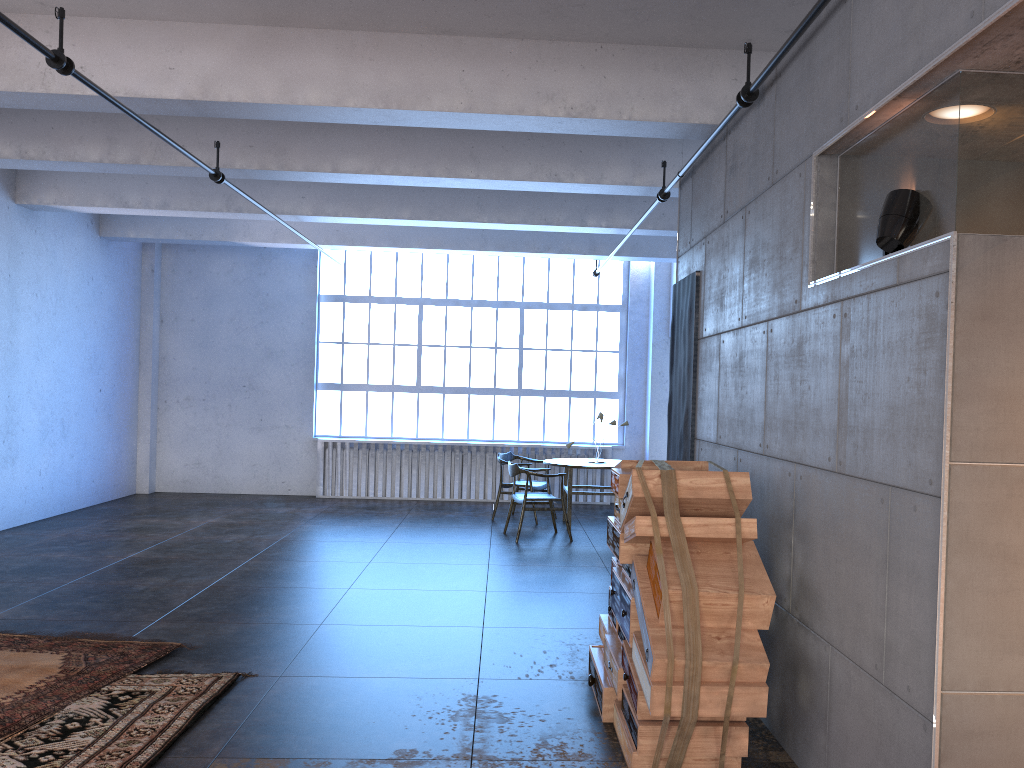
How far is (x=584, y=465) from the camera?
10.4m

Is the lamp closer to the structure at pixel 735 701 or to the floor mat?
the structure at pixel 735 701

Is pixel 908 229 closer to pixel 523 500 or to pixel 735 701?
pixel 735 701

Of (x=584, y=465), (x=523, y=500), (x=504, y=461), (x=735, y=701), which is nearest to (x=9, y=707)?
(x=735, y=701)

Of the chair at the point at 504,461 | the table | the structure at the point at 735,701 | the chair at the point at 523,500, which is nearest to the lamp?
the structure at the point at 735,701

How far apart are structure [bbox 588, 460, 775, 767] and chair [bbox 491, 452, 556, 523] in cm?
576

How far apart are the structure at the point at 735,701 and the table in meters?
5.1

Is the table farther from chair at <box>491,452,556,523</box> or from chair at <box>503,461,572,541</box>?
chair at <box>503,461,572,541</box>

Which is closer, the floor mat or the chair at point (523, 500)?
the floor mat

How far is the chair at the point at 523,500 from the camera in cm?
961
